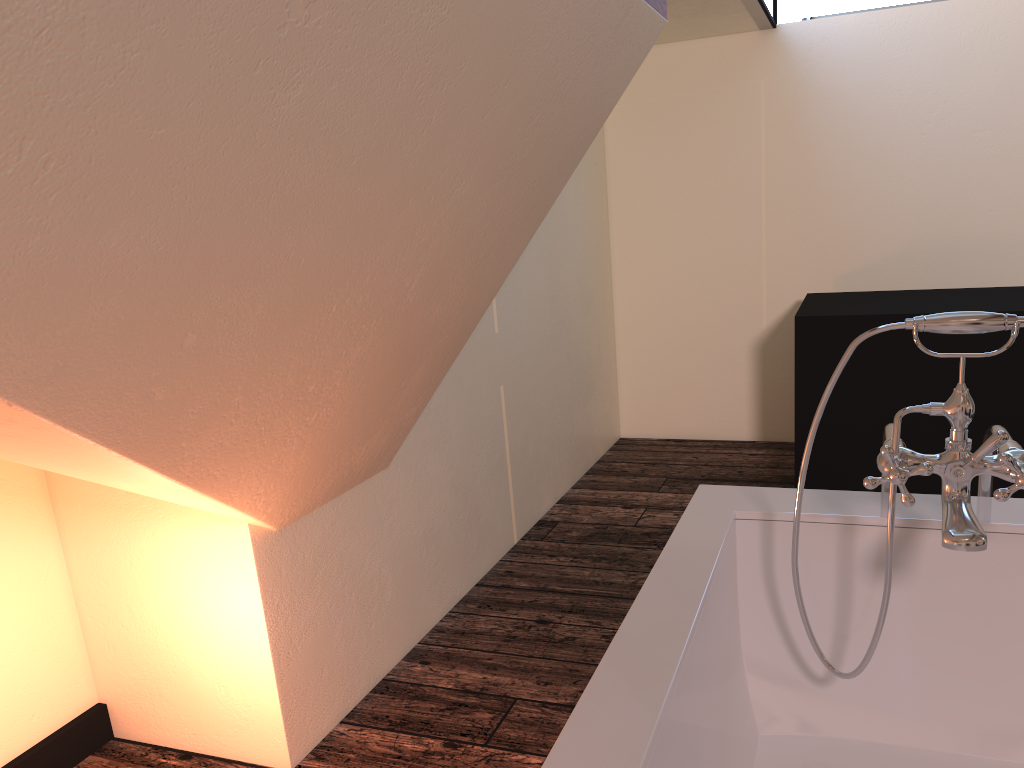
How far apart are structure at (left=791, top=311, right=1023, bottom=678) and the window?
2.5 meters

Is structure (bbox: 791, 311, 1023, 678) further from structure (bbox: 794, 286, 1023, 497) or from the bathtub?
structure (bbox: 794, 286, 1023, 497)

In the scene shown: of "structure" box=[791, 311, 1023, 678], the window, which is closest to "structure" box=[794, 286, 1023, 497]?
the window

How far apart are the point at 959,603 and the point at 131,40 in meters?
1.4

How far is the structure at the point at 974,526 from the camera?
1.2 meters

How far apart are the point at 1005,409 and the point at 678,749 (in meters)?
2.47

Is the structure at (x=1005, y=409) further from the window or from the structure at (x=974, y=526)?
the structure at (x=974, y=526)

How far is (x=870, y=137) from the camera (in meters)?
3.97

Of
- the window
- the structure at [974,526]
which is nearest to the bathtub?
the structure at [974,526]

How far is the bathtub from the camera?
1.0 meters
